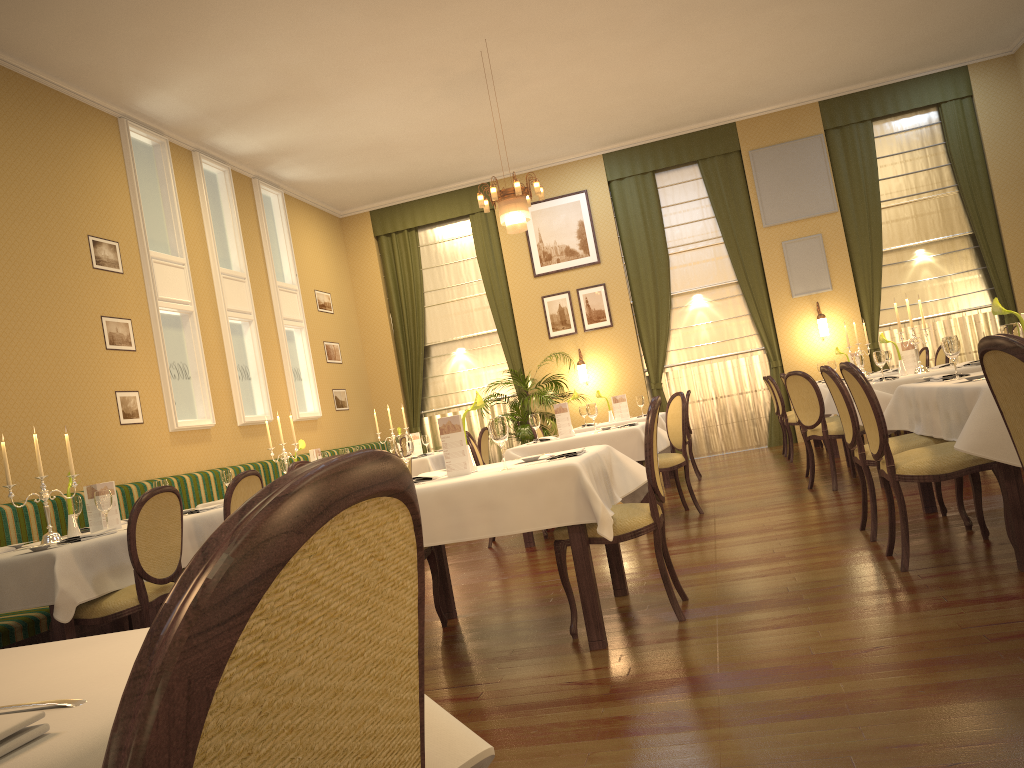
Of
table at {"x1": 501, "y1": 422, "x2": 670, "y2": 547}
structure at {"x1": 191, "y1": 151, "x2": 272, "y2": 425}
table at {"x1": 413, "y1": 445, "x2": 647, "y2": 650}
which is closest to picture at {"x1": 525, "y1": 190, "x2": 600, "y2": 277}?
structure at {"x1": 191, "y1": 151, "x2": 272, "y2": 425}

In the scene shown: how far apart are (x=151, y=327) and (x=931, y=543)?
6.76m

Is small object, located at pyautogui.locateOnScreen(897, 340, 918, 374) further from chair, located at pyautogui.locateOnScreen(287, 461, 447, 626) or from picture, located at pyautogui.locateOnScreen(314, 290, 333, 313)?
picture, located at pyautogui.locateOnScreen(314, 290, 333, 313)

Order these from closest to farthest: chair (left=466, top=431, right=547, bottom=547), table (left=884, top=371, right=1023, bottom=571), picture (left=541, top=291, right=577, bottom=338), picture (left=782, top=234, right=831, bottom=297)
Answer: table (left=884, top=371, right=1023, bottom=571) < chair (left=466, top=431, right=547, bottom=547) < picture (left=782, top=234, right=831, bottom=297) < picture (left=541, top=291, right=577, bottom=338)

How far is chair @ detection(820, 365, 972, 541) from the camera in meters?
4.6

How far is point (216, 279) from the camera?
9.4 meters

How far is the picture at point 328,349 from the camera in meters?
12.0

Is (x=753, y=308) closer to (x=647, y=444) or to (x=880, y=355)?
(x=880, y=355)

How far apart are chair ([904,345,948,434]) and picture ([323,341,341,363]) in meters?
7.4 m

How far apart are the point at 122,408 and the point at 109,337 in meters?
0.6
